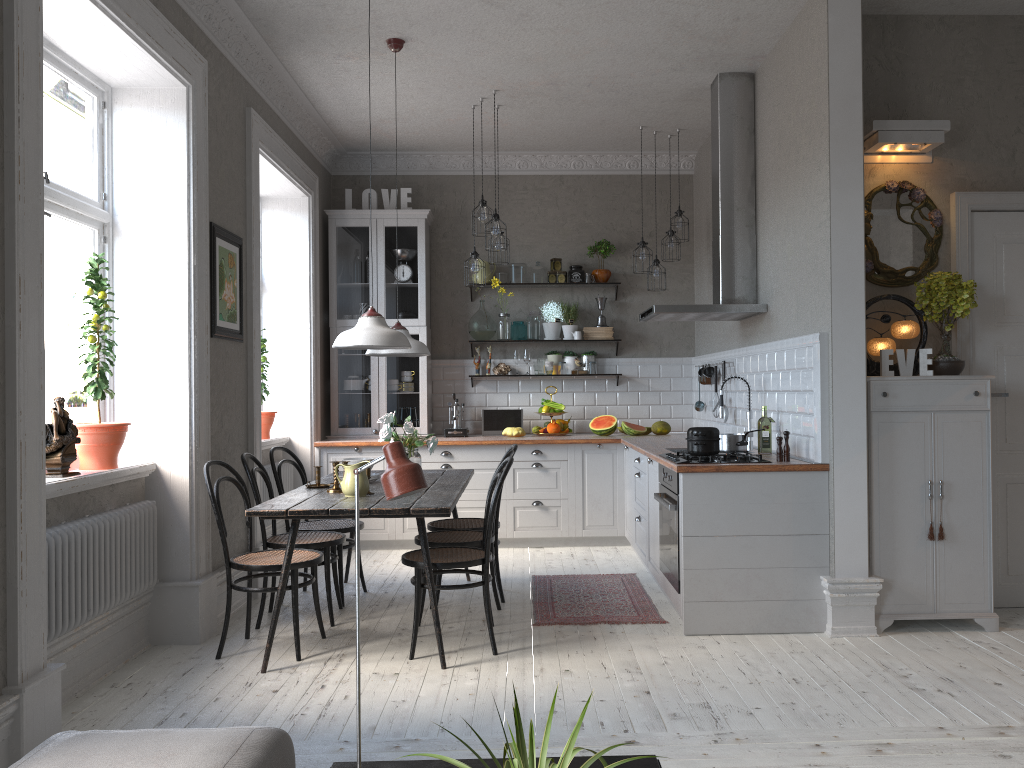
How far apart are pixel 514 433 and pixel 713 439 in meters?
2.9

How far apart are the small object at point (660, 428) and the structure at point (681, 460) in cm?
238

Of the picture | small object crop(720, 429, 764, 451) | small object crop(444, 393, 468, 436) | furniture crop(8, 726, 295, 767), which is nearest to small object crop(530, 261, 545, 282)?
small object crop(444, 393, 468, 436)

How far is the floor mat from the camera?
4.8m

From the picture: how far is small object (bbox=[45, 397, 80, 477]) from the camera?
3.63m

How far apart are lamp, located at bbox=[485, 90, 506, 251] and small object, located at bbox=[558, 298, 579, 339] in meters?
1.7

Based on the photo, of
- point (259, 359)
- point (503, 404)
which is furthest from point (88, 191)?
point (503, 404)

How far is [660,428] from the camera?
7.3 meters

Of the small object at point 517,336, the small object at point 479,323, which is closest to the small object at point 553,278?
the small object at point 517,336

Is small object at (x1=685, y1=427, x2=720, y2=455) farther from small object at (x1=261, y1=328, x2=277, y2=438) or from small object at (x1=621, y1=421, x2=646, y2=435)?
small object at (x1=261, y1=328, x2=277, y2=438)
